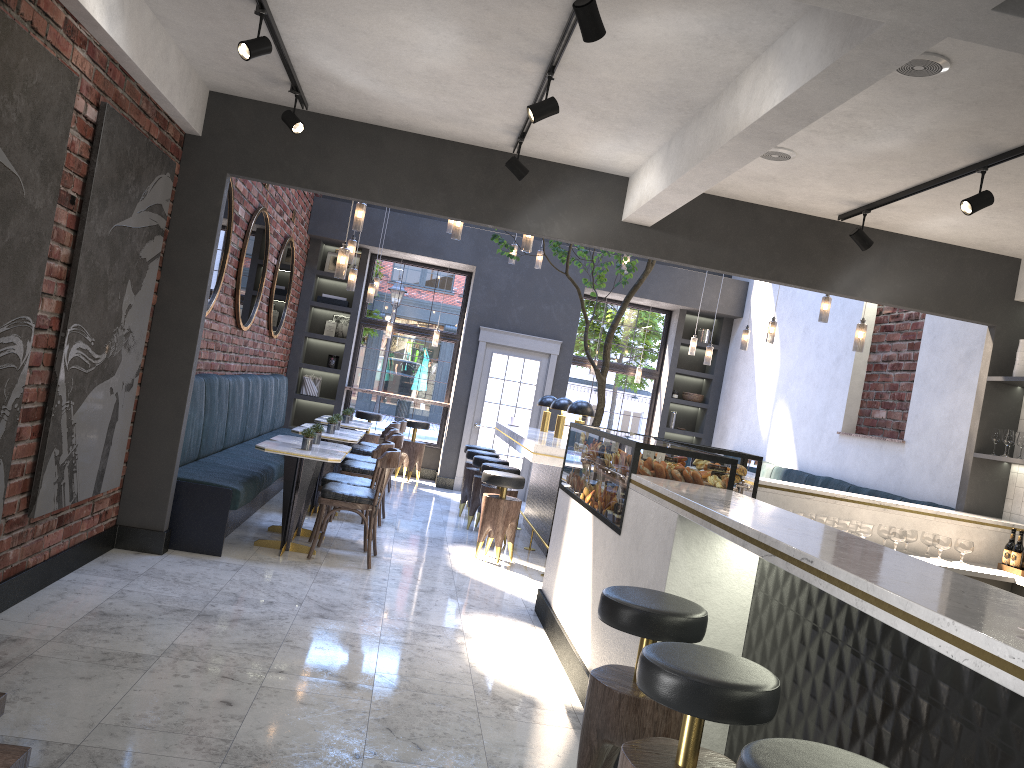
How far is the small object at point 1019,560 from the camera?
5.6 meters

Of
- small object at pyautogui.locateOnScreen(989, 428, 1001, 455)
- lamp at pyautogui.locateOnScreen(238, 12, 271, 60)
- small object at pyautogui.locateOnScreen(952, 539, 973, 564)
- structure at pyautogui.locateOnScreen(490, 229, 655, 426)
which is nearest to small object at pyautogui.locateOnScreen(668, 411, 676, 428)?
structure at pyautogui.locateOnScreen(490, 229, 655, 426)

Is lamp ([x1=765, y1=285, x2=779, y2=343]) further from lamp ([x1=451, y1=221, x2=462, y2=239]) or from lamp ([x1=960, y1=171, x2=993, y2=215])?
lamp ([x1=960, y1=171, x2=993, y2=215])

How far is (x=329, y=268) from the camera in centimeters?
1232cm

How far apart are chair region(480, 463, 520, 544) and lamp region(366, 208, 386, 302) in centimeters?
290cm

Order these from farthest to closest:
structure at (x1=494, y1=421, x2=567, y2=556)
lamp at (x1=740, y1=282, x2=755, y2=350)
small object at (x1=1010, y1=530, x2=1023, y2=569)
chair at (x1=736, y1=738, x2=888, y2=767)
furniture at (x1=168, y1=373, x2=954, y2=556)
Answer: lamp at (x1=740, y1=282, x2=755, y2=350) → structure at (x1=494, y1=421, x2=567, y2=556) → furniture at (x1=168, y1=373, x2=954, y2=556) → small object at (x1=1010, y1=530, x2=1023, y2=569) → chair at (x1=736, y1=738, x2=888, y2=767)

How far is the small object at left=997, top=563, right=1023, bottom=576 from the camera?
5.6 meters

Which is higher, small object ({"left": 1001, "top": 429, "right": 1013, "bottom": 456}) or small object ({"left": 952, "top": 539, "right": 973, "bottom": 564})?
small object ({"left": 1001, "top": 429, "right": 1013, "bottom": 456})

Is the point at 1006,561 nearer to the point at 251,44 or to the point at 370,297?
the point at 251,44

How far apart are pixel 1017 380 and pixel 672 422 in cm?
676
